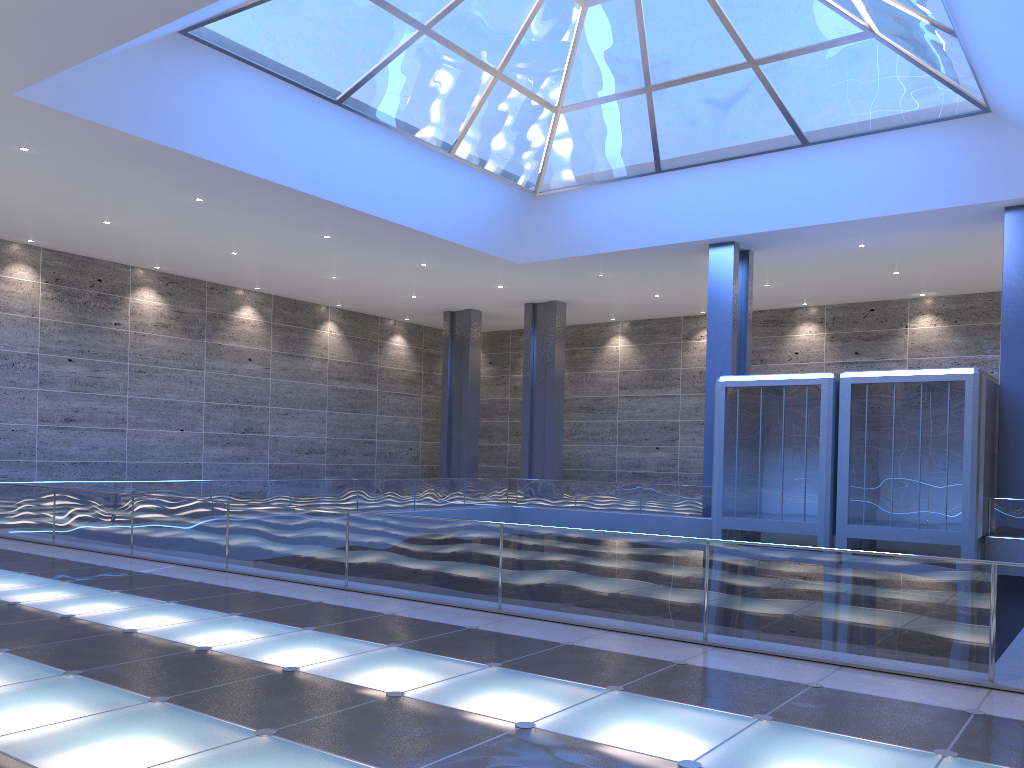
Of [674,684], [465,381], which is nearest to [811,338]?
[465,381]
